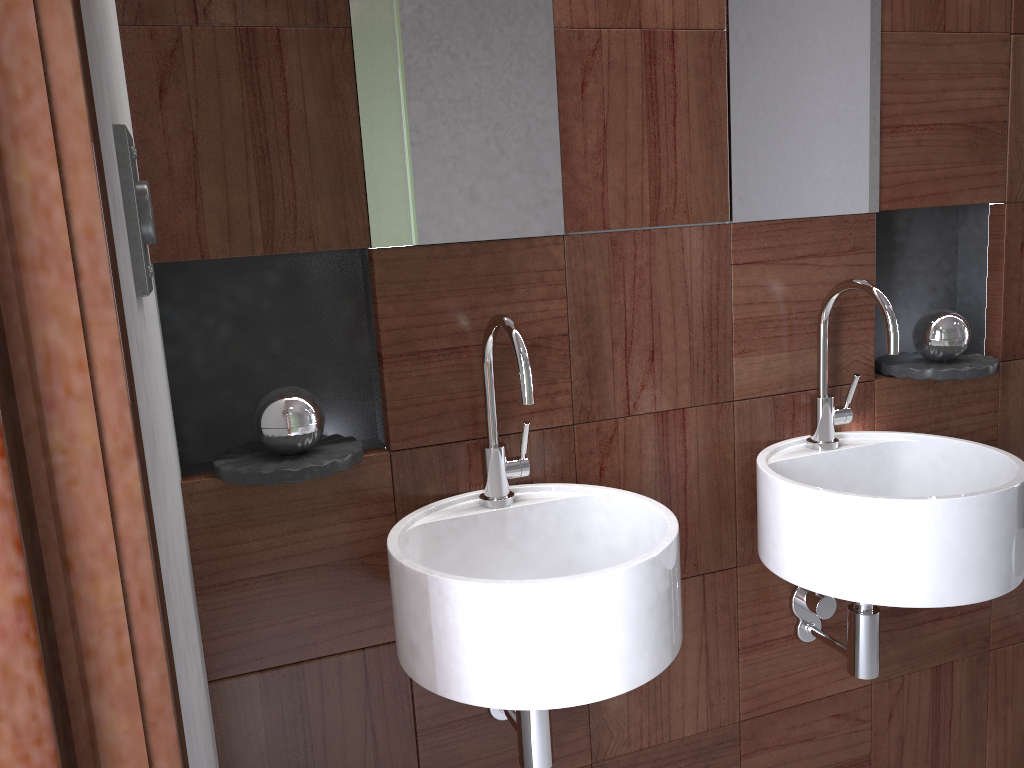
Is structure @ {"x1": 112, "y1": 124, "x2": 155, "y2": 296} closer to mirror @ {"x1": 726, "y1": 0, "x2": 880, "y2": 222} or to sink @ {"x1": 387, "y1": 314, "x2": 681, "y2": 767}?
sink @ {"x1": 387, "y1": 314, "x2": 681, "y2": 767}

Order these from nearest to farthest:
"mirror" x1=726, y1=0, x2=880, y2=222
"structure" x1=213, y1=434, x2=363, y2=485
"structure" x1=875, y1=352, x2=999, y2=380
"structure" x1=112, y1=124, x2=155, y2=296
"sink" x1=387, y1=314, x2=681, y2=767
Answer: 1. "structure" x1=112, y1=124, x2=155, y2=296
2. "sink" x1=387, y1=314, x2=681, y2=767
3. "structure" x1=213, y1=434, x2=363, y2=485
4. "mirror" x1=726, y1=0, x2=880, y2=222
5. "structure" x1=875, y1=352, x2=999, y2=380

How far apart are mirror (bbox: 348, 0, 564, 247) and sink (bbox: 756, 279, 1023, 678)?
0.50m

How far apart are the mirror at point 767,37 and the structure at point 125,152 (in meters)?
1.00

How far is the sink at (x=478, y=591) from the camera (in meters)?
1.08

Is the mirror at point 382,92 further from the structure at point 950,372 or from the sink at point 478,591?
the structure at point 950,372

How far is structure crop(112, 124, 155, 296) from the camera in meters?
0.8 m

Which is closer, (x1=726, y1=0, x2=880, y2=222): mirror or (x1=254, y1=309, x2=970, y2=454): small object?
(x1=254, y1=309, x2=970, y2=454): small object

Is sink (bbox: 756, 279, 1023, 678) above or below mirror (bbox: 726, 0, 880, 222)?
below

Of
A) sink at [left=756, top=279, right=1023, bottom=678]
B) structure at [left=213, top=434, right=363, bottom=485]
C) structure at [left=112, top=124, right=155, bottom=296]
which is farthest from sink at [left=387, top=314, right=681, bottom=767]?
structure at [left=112, top=124, right=155, bottom=296]
